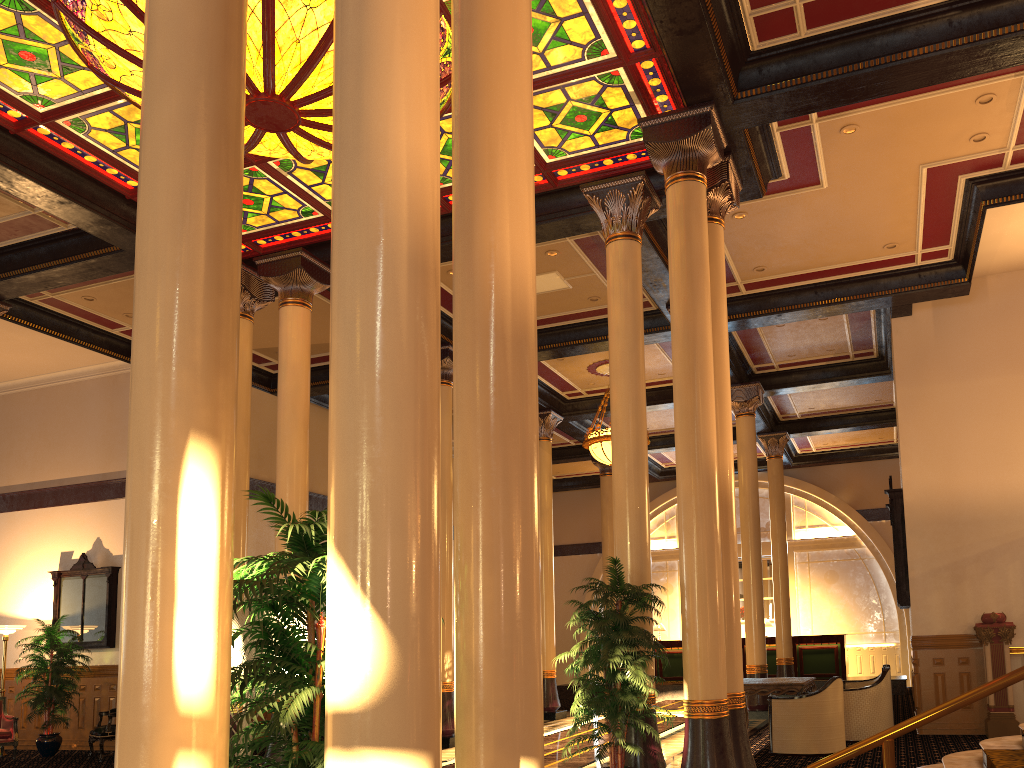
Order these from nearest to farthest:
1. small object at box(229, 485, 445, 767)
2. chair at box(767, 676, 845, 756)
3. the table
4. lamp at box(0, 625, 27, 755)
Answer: small object at box(229, 485, 445, 767)
chair at box(767, 676, 845, 756)
the table
lamp at box(0, 625, 27, 755)

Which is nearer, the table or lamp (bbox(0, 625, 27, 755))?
the table

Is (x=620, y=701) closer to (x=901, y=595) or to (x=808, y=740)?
(x=808, y=740)

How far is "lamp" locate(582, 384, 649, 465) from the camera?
14.68m

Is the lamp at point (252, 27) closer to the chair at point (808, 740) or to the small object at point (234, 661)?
the small object at point (234, 661)

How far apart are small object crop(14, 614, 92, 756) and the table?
9.73m

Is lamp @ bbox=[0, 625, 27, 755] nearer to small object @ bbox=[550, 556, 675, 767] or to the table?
small object @ bbox=[550, 556, 675, 767]

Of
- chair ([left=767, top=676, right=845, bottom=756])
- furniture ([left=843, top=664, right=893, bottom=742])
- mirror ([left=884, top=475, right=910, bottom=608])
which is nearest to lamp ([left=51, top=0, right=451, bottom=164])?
chair ([left=767, top=676, right=845, bottom=756])

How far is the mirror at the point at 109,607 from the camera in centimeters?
1392cm

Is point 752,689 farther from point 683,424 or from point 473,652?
point 473,652
